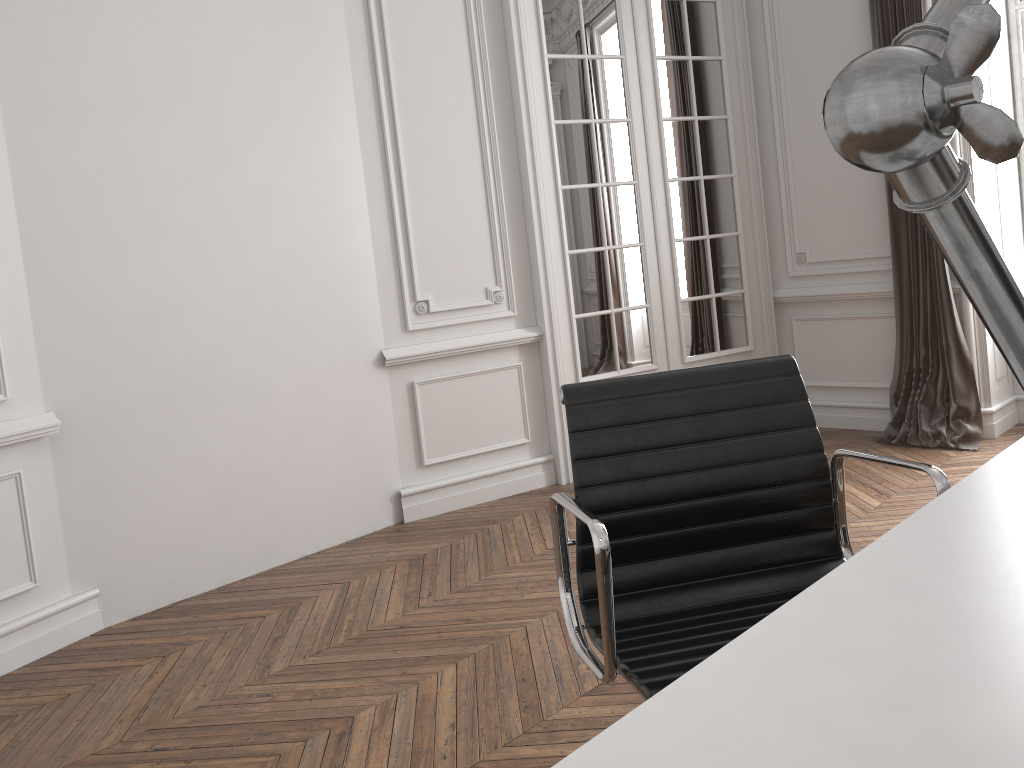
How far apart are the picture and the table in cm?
400

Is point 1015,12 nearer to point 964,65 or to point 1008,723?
point 1008,723

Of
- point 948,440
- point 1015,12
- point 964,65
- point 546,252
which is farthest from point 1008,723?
point 1015,12

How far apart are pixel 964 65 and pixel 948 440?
4.7m

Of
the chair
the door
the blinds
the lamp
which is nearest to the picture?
the blinds

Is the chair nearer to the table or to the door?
the table

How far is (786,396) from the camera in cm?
171

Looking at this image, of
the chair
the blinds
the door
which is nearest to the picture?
the blinds

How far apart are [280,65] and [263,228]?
0.69m

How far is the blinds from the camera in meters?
4.4
